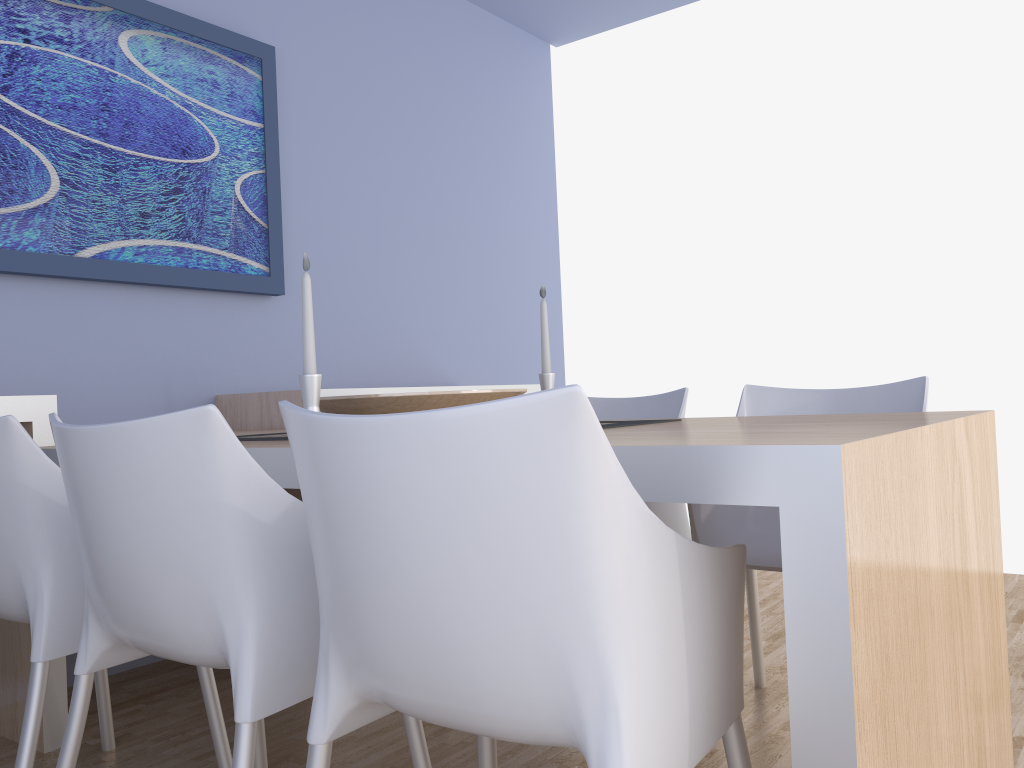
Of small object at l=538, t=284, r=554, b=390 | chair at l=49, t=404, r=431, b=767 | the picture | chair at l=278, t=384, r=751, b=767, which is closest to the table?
chair at l=278, t=384, r=751, b=767

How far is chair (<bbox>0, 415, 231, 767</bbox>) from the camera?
1.5m

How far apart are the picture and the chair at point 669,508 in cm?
127

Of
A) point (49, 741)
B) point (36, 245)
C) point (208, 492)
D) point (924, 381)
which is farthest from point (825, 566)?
point (36, 245)

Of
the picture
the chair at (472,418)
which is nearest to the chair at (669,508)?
the chair at (472,418)

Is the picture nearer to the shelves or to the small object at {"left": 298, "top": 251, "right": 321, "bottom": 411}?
the shelves

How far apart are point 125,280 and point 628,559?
2.29m

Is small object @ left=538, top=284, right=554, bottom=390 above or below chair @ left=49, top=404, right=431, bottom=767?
above

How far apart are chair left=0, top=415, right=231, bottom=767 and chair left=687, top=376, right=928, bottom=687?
1.1m

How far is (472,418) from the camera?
0.9 meters
